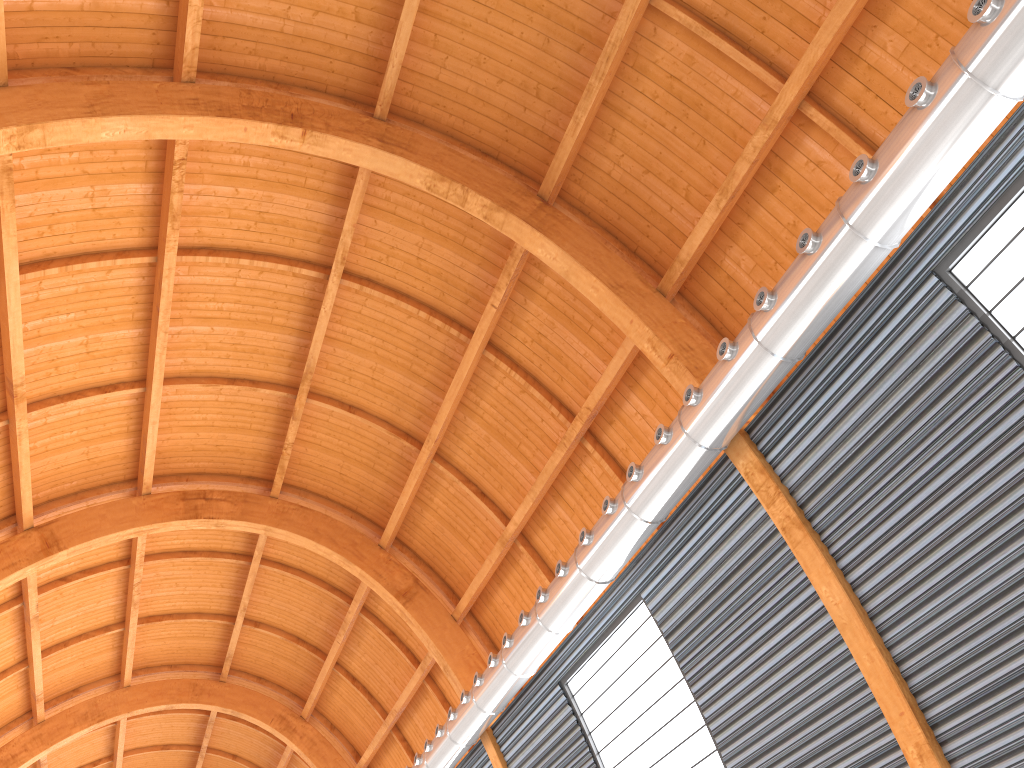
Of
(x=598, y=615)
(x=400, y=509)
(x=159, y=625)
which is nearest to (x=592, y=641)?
(x=598, y=615)

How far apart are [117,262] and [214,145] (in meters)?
4.28

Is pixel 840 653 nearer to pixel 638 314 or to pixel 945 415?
pixel 945 415
